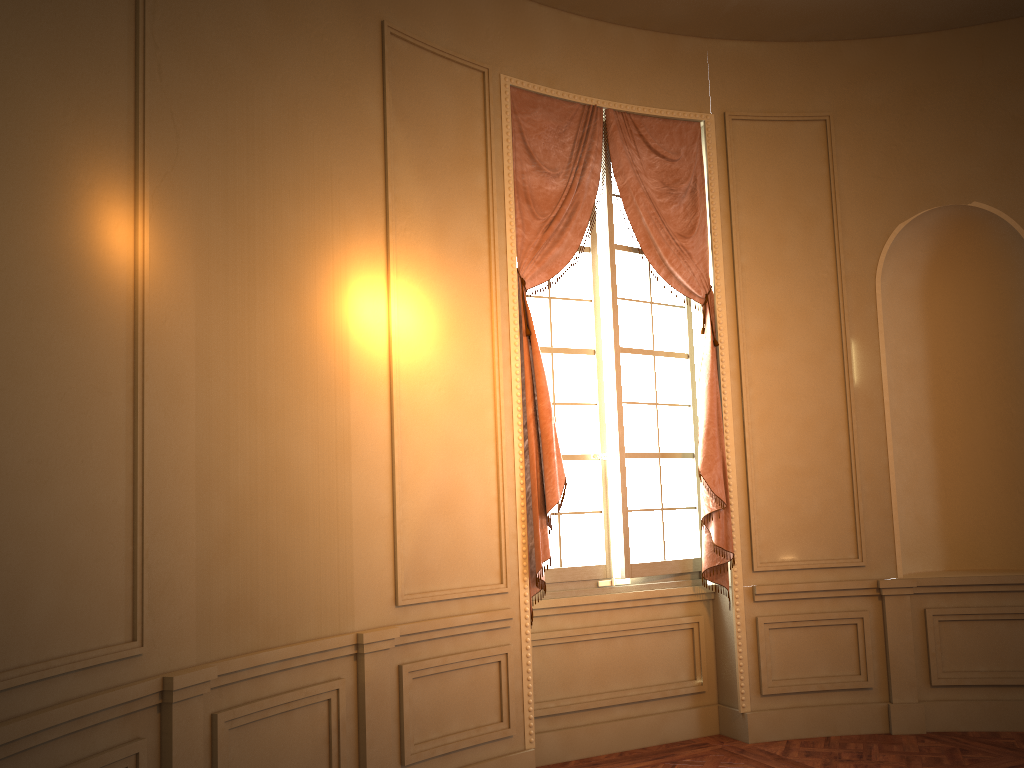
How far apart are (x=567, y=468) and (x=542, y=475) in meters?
0.4 m

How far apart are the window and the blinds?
0.06m

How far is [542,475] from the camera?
4.69m

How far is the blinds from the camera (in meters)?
4.69

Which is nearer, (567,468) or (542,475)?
(542,475)

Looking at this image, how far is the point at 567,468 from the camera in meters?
5.1 m

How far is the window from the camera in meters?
5.1 m

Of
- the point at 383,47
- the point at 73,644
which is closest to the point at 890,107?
the point at 383,47

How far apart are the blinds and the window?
0.1 meters

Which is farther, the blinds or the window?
the window
